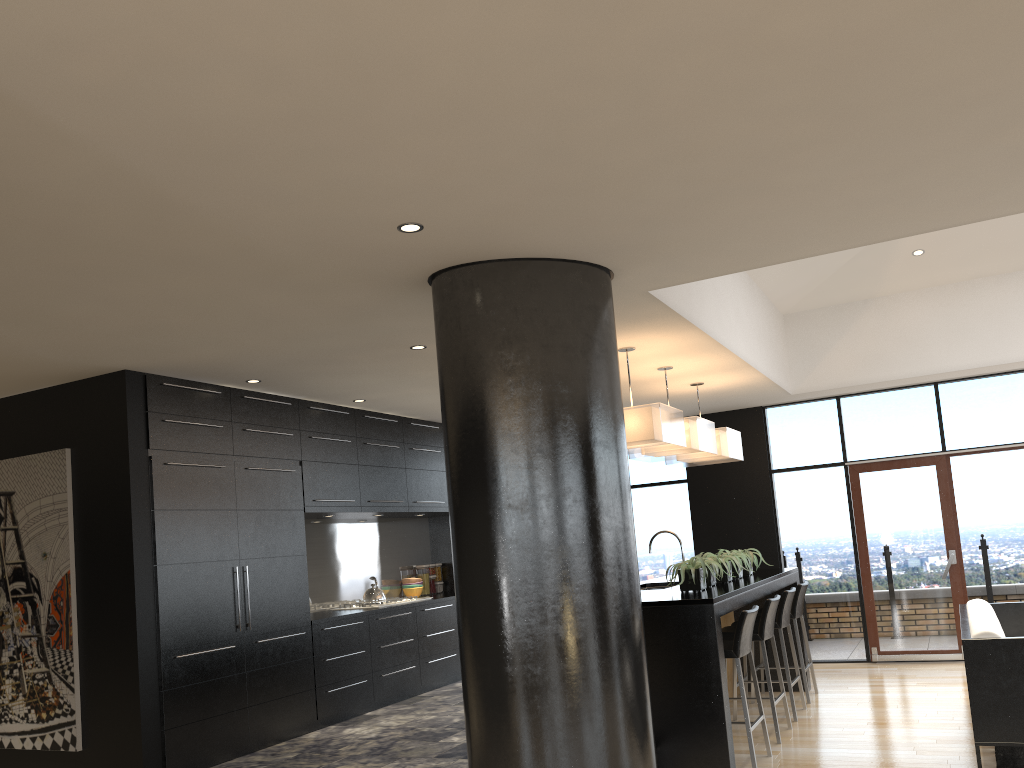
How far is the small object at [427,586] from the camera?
9.0m

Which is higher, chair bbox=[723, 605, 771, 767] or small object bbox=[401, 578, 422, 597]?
small object bbox=[401, 578, 422, 597]

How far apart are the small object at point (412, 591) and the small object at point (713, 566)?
3.6 meters

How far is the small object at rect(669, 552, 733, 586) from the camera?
6.1 meters

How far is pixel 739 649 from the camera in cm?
522

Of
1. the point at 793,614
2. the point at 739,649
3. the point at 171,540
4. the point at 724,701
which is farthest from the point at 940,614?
the point at 171,540

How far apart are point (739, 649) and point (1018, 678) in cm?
144

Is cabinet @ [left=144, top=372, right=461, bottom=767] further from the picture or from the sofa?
the sofa

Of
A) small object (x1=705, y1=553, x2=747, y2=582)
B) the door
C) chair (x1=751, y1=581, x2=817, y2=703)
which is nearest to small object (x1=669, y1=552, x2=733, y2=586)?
small object (x1=705, y1=553, x2=747, y2=582)

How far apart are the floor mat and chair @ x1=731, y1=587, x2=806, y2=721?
1.5m
